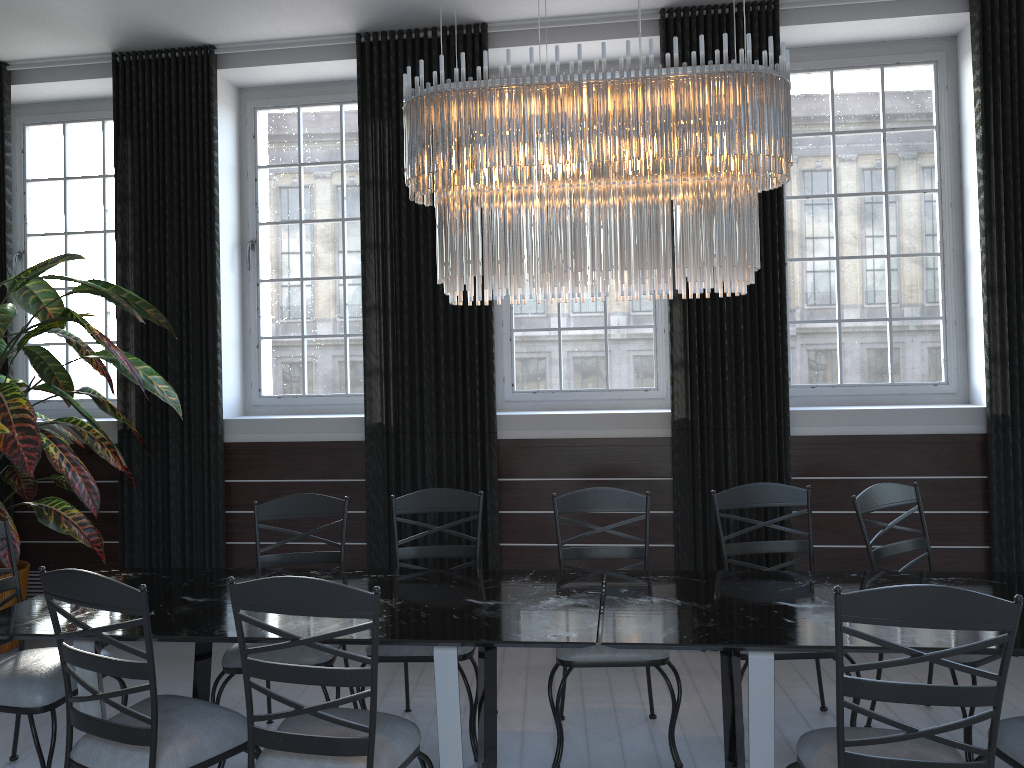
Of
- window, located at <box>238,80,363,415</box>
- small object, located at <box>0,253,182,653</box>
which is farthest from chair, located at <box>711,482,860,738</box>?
small object, located at <box>0,253,182,653</box>

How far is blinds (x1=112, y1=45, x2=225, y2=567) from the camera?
4.9 meters

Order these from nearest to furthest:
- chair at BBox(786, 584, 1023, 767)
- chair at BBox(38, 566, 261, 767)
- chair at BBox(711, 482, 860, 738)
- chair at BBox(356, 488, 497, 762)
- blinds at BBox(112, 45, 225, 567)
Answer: chair at BBox(786, 584, 1023, 767), chair at BBox(38, 566, 261, 767), chair at BBox(356, 488, 497, 762), chair at BBox(711, 482, 860, 738), blinds at BBox(112, 45, 225, 567)

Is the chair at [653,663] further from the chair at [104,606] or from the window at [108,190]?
the window at [108,190]

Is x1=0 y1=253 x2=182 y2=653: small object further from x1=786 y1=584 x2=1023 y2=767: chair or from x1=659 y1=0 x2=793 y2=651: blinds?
x1=786 y1=584 x2=1023 y2=767: chair

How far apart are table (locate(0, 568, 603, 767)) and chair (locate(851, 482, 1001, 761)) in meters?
1.1 m

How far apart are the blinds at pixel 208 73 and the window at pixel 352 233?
0.3 meters

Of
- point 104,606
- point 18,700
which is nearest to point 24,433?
point 18,700

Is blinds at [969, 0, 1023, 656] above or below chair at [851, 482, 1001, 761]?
above

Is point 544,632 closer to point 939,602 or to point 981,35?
point 939,602
